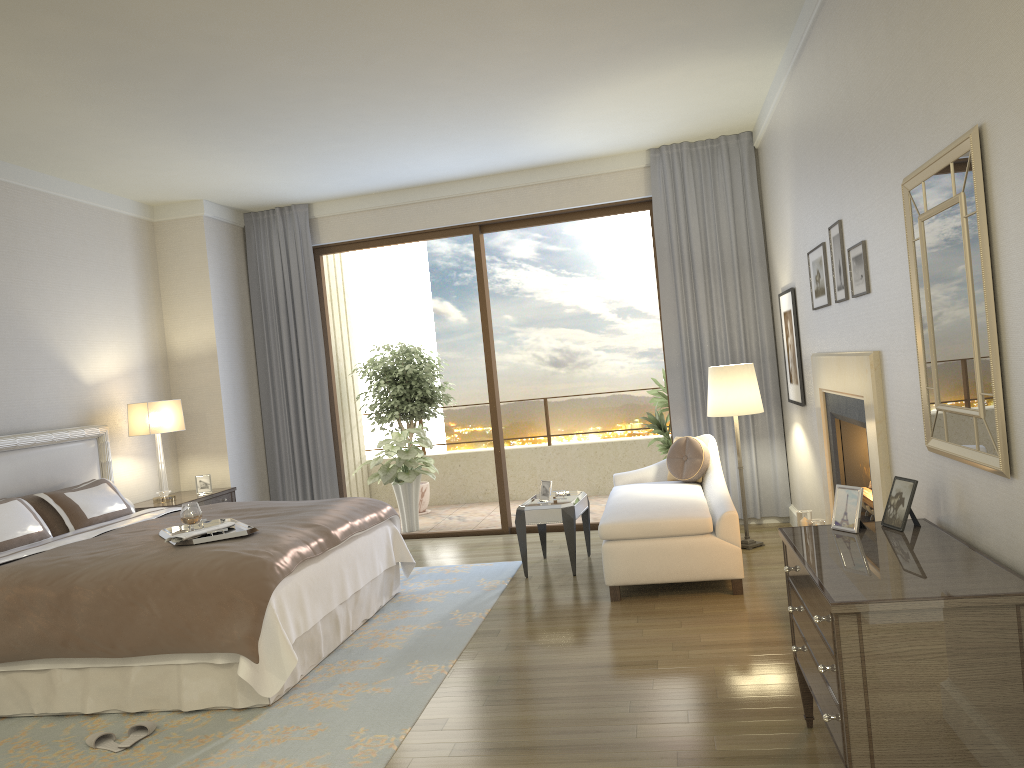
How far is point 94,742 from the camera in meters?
3.7 m

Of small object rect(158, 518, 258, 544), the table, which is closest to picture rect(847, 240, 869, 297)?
the table

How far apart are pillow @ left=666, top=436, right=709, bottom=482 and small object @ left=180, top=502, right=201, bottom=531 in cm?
335

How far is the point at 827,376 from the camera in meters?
4.8

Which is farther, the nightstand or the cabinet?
the nightstand

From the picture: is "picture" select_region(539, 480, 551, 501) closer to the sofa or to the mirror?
the sofa

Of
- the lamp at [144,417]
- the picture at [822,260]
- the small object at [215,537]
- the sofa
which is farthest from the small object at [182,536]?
the picture at [822,260]

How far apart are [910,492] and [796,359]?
3.0 meters

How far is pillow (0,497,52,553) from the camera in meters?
4.8 m

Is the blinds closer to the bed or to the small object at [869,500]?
the bed
